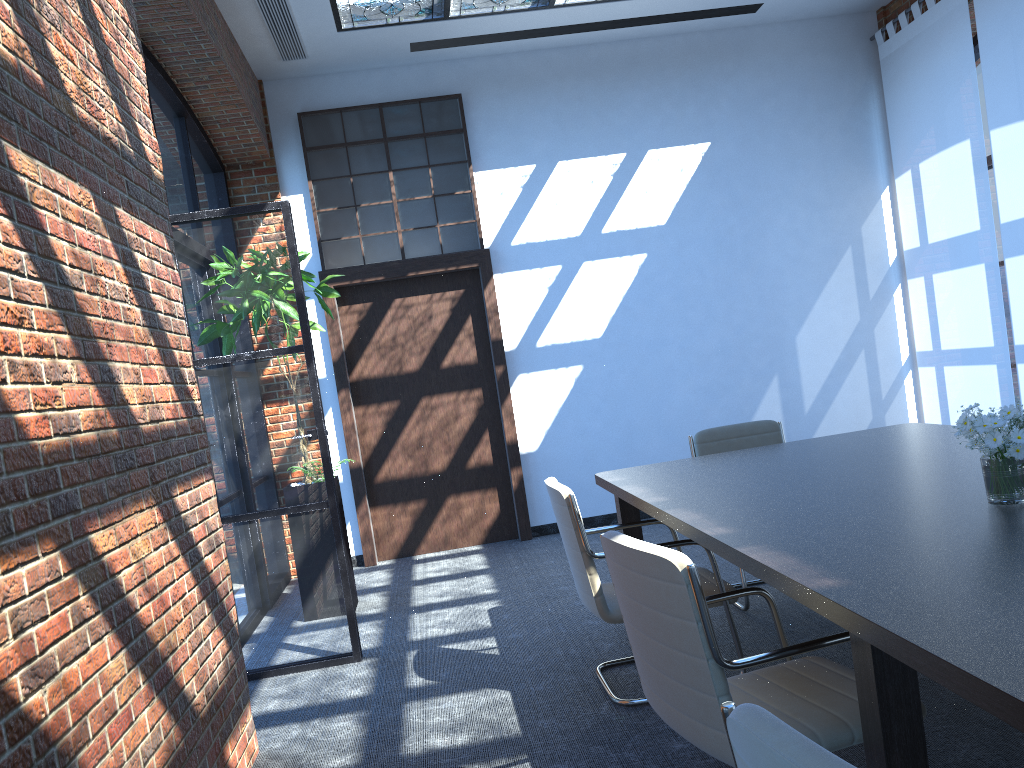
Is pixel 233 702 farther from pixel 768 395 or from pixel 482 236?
pixel 768 395

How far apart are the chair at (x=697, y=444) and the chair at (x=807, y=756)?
3.4m

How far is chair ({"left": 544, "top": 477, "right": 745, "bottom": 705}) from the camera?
3.51m

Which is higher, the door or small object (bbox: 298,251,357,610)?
small object (bbox: 298,251,357,610)

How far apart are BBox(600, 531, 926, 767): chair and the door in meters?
4.6

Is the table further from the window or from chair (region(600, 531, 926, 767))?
the window

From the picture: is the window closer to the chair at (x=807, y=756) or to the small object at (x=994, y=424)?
the small object at (x=994, y=424)

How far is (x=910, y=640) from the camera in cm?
163

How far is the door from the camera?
7.30m

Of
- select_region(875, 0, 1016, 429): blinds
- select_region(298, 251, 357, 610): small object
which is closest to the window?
select_region(298, 251, 357, 610): small object
